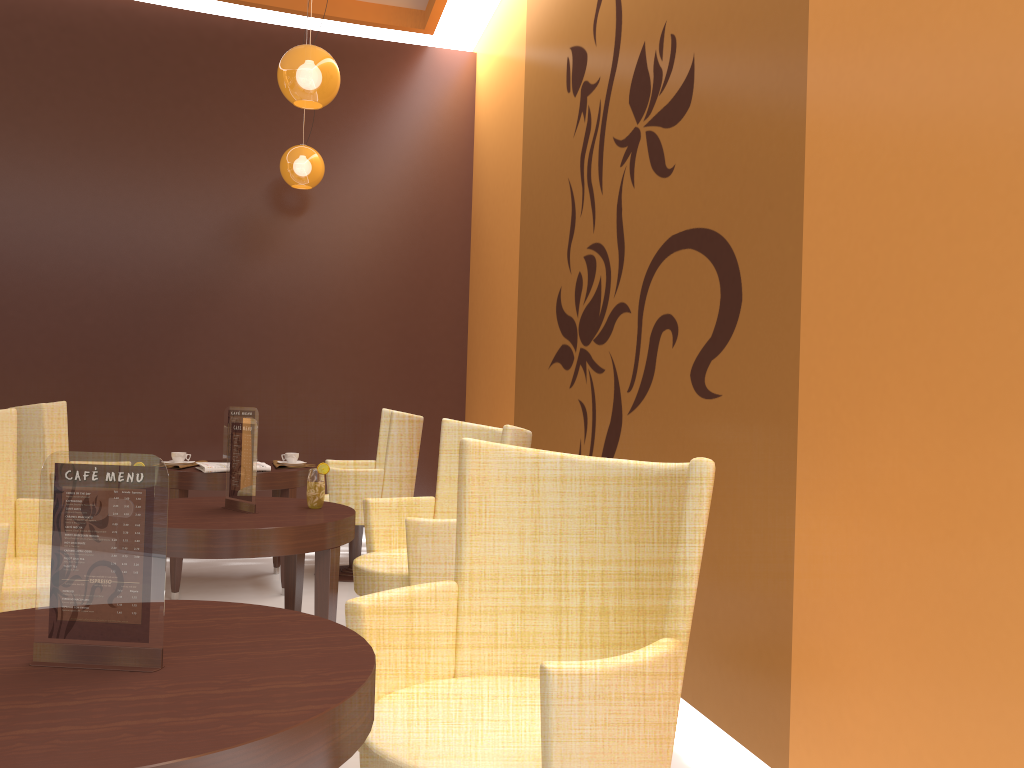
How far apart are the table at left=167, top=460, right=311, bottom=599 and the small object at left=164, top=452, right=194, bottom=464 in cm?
20

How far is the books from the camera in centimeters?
457cm

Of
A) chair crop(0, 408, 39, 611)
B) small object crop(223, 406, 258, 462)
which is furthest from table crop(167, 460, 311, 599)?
chair crop(0, 408, 39, 611)

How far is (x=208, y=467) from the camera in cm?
457

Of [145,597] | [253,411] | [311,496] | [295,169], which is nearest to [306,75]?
[295,169]

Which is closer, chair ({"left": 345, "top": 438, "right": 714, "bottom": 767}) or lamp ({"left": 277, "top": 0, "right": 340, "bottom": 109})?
chair ({"left": 345, "top": 438, "right": 714, "bottom": 767})

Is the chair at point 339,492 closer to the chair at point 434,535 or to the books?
the books

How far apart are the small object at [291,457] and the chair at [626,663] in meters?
3.2

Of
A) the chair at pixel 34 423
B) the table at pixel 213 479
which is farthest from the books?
the chair at pixel 34 423

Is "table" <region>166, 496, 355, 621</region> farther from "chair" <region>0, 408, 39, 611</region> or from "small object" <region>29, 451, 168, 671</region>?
"small object" <region>29, 451, 168, 671</region>
